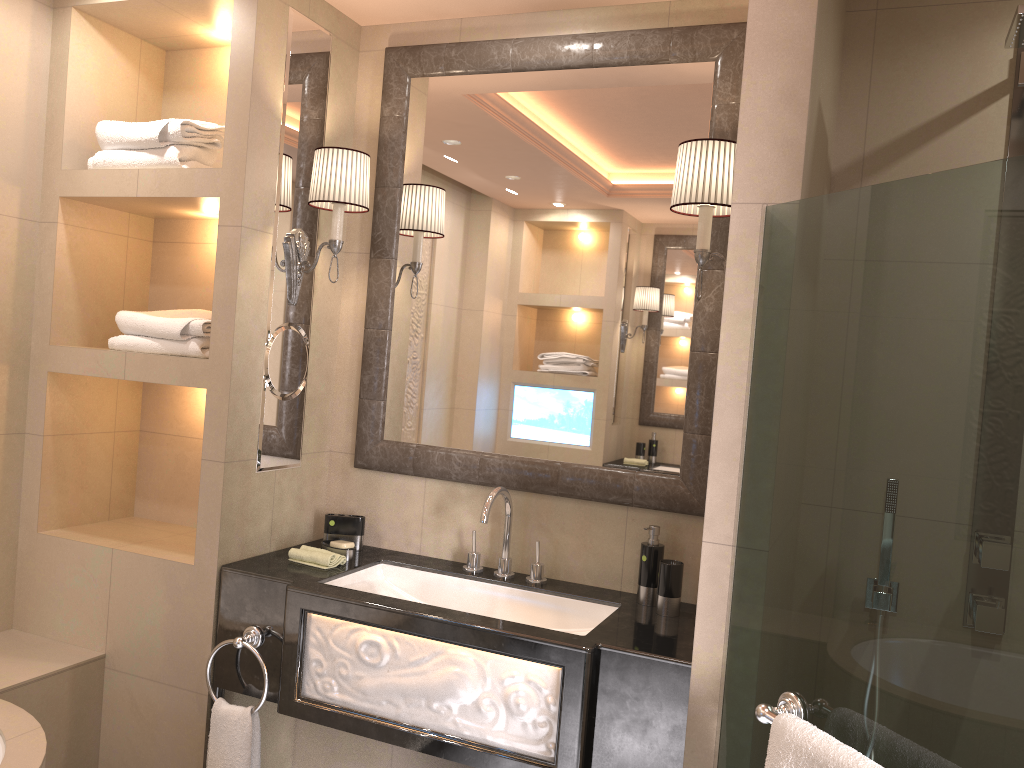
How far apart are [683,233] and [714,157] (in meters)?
0.36

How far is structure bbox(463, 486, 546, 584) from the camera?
2.4m

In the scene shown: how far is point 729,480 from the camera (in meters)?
1.65

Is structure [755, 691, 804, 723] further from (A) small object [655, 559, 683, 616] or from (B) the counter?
(A) small object [655, 559, 683, 616]

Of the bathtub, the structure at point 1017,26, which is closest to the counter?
the bathtub

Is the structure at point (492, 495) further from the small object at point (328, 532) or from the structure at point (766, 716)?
the structure at point (766, 716)

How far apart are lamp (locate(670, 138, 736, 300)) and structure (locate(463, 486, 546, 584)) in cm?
82

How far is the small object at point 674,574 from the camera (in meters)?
2.26

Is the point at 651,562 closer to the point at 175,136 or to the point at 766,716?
the point at 766,716

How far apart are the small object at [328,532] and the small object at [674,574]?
0.9 meters
